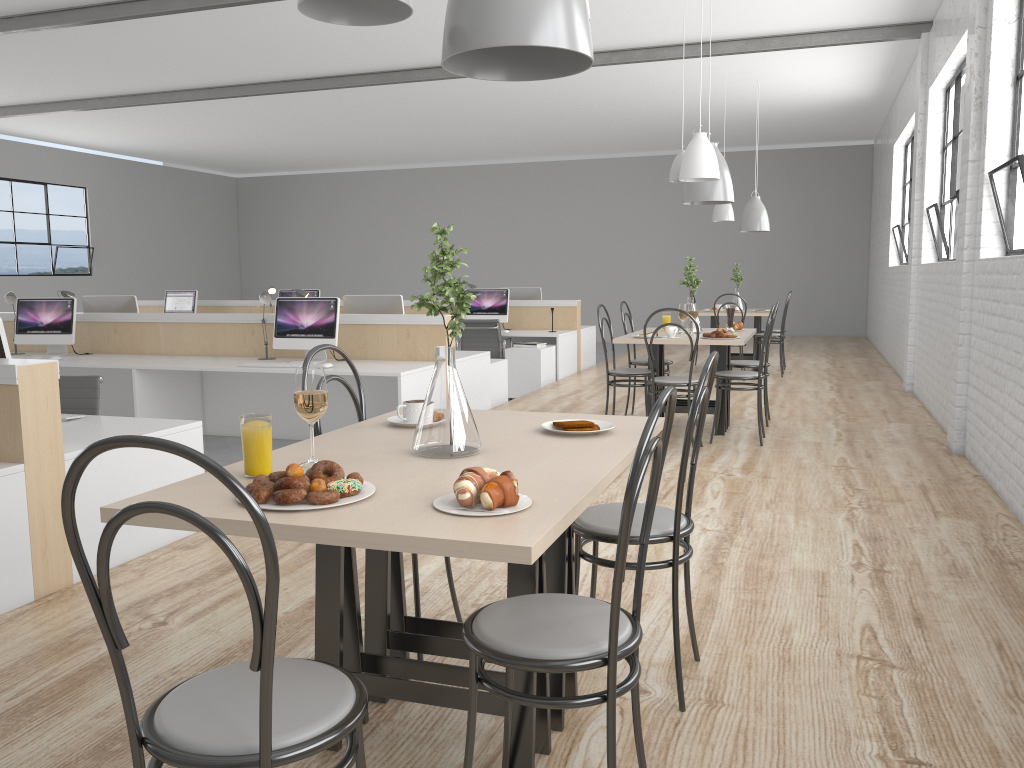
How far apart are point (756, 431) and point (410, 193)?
9.78m

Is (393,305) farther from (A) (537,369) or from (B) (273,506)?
(B) (273,506)

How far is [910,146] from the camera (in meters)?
8.08

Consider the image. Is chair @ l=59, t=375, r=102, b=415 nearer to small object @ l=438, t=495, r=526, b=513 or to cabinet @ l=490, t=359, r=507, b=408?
small object @ l=438, t=495, r=526, b=513

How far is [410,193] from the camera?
13.6m

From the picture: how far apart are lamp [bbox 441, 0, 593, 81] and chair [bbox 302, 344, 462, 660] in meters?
0.7

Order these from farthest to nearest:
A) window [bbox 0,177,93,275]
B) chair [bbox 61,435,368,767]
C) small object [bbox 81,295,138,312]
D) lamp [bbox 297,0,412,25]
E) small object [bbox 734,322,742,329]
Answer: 1. window [bbox 0,177,93,275]
2. small object [bbox 81,295,138,312]
3. small object [bbox 734,322,742,329]
4. lamp [bbox 297,0,412,25]
5. chair [bbox 61,435,368,767]

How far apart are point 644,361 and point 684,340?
0.8m

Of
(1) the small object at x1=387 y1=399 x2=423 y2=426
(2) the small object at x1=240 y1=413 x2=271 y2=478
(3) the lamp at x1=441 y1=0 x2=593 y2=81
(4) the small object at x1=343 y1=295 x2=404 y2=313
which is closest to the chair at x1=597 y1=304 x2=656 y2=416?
(4) the small object at x1=343 y1=295 x2=404 y2=313

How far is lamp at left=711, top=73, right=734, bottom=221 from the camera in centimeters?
739cm
